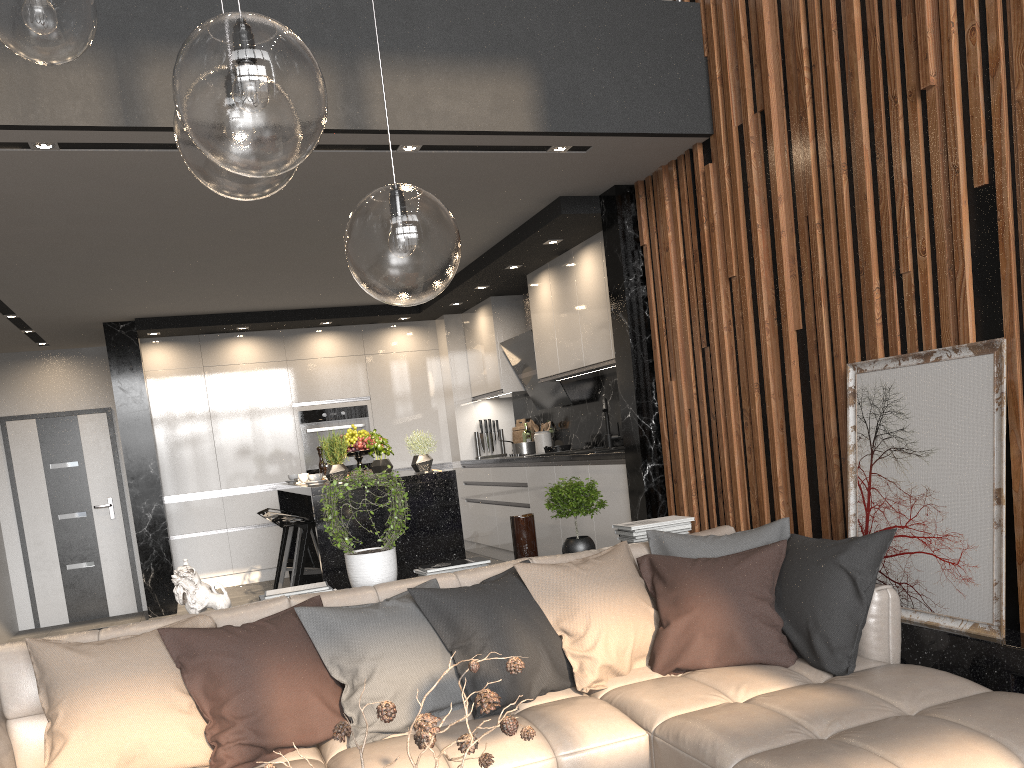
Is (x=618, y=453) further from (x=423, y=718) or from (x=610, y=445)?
(x=423, y=718)

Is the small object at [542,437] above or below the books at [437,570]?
above

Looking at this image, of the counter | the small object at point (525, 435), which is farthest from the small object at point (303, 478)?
the small object at point (525, 435)

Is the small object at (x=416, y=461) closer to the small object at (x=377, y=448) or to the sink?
the small object at (x=377, y=448)

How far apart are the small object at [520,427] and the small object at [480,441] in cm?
17

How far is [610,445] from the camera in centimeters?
651cm

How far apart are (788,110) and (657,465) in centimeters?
208cm

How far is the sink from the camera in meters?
6.5 m

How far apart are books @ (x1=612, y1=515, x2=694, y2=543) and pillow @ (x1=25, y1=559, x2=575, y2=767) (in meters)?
0.80

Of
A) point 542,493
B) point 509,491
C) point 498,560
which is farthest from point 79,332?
point 542,493
